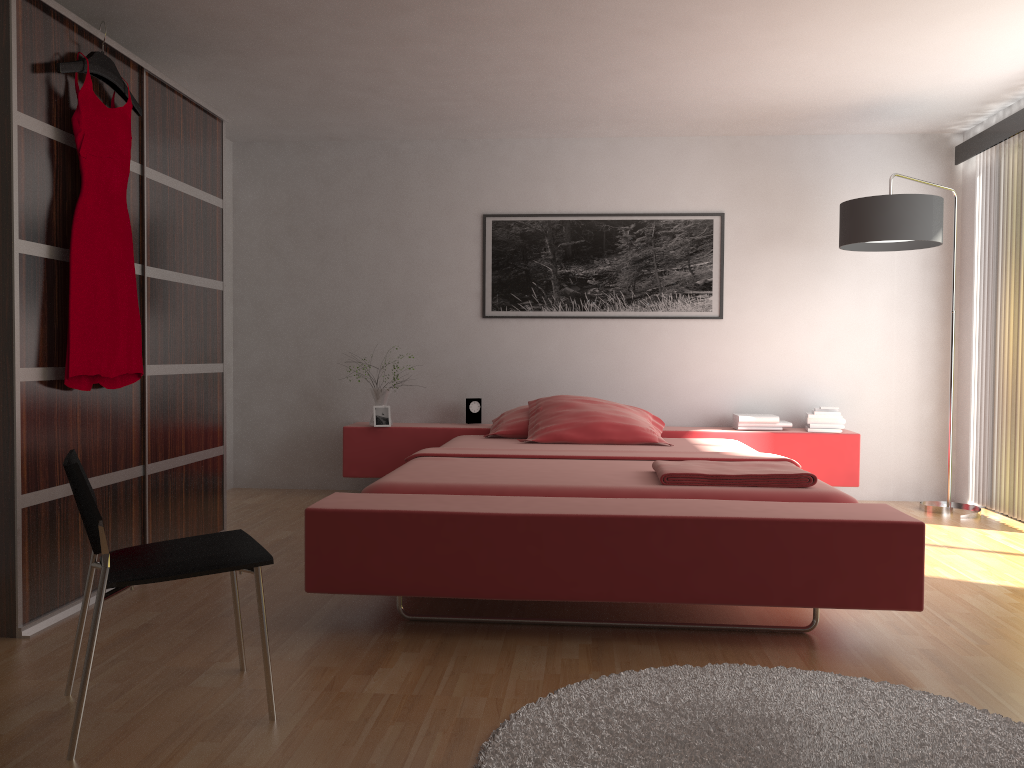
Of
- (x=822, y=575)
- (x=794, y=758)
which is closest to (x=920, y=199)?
(x=822, y=575)

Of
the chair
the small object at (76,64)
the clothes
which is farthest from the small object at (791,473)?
the small object at (76,64)

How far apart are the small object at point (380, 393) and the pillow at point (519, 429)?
0.7 meters

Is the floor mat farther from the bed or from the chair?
the chair

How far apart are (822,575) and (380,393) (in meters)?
3.24

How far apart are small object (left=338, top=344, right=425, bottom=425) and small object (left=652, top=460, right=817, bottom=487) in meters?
2.2 m

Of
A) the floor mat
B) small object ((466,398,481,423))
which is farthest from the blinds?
small object ((466,398,481,423))

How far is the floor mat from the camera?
1.9m

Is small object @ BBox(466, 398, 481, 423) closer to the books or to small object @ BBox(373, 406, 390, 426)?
small object @ BBox(373, 406, 390, 426)

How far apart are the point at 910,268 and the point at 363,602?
3.98m
